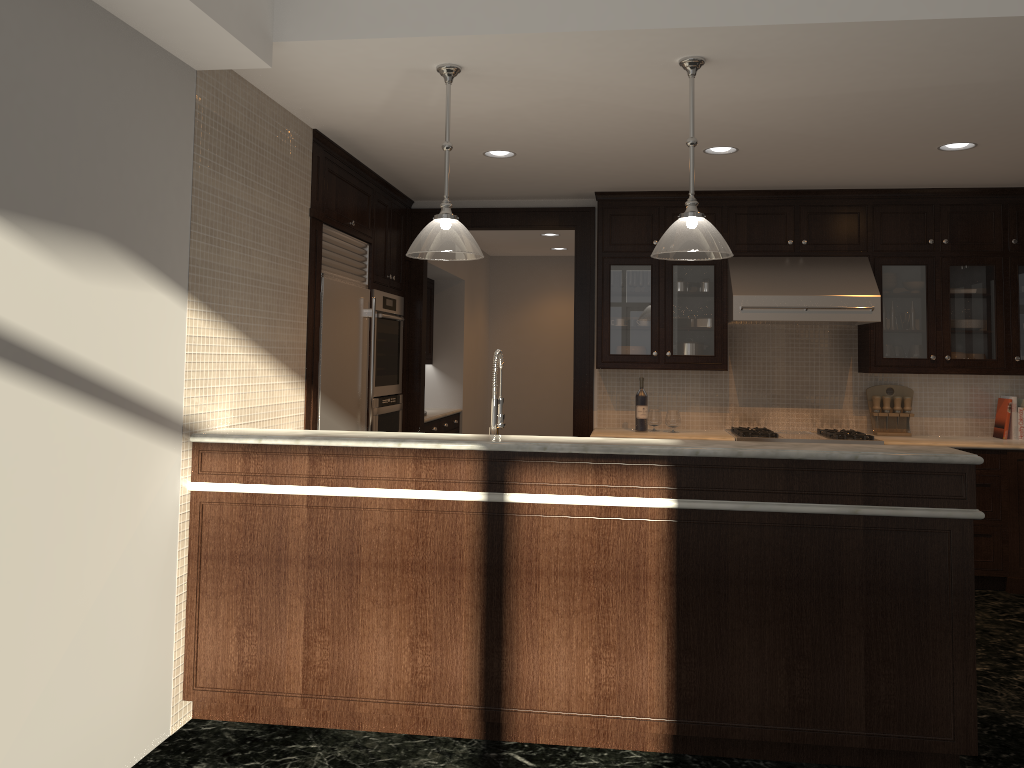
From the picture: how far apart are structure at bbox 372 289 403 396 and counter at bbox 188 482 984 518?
2.5 meters

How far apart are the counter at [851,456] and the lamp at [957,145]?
2.3 meters

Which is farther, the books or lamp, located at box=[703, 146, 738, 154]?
the books

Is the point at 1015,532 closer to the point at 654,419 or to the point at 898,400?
the point at 898,400

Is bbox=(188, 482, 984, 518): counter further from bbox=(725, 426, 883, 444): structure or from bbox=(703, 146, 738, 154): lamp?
bbox=(725, 426, 883, 444): structure

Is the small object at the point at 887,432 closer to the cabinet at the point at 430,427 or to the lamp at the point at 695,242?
the lamp at the point at 695,242

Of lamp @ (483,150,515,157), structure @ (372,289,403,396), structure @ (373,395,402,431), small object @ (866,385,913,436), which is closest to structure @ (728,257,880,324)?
small object @ (866,385,913,436)

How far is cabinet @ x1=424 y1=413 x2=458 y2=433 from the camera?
7.40m

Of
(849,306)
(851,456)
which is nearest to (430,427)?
(849,306)

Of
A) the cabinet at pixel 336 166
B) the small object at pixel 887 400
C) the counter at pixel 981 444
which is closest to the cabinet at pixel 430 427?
the cabinet at pixel 336 166
